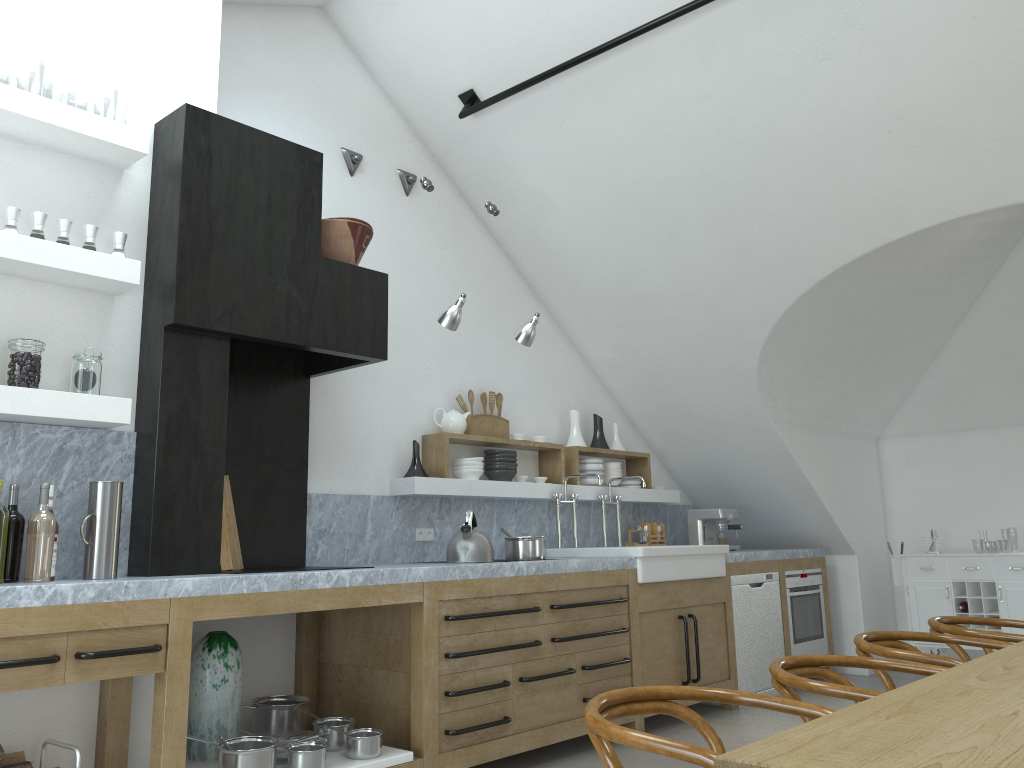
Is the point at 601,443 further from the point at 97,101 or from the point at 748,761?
the point at 97,101

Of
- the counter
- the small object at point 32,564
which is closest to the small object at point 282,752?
the counter

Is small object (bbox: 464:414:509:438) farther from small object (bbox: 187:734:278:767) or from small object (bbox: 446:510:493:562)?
small object (bbox: 187:734:278:767)

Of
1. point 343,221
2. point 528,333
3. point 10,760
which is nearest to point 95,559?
point 10,760

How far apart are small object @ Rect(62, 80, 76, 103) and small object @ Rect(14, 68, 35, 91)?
0.9 meters

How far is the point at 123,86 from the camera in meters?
22.3

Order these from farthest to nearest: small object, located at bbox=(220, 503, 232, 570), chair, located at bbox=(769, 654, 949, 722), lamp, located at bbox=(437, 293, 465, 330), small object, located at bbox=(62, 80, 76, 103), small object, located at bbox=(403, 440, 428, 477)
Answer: small object, located at bbox=(62, 80, 76, 103), small object, located at bbox=(403, 440, 428, 477), lamp, located at bbox=(437, 293, 465, 330), small object, located at bbox=(220, 503, 232, 570), chair, located at bbox=(769, 654, 949, 722)

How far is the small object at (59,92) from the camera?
21.6m

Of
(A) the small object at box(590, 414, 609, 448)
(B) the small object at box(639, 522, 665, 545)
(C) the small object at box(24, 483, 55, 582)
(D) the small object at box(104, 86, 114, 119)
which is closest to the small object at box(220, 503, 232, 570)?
(C) the small object at box(24, 483, 55, 582)

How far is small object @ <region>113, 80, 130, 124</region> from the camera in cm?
2232
